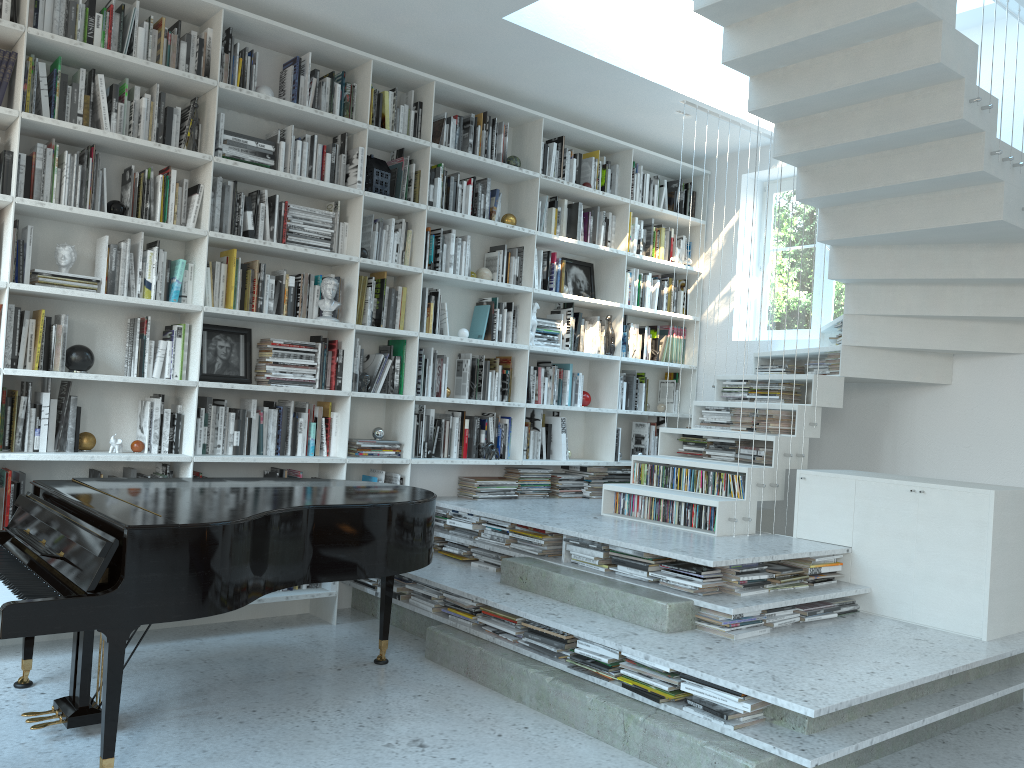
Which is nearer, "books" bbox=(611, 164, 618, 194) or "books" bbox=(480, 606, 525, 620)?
"books" bbox=(480, 606, 525, 620)

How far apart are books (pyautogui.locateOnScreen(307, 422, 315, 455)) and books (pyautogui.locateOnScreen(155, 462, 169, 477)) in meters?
0.8 m

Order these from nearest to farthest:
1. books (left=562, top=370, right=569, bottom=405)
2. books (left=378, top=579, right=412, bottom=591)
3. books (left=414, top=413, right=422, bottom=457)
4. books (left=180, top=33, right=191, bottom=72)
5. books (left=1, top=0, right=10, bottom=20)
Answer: books (left=1, top=0, right=10, bottom=20) < books (left=180, top=33, right=191, bottom=72) < books (left=378, top=579, right=412, bottom=591) < books (left=414, top=413, right=422, bottom=457) < books (left=562, top=370, right=569, bottom=405)

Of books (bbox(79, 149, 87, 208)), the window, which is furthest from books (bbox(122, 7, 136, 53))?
the window

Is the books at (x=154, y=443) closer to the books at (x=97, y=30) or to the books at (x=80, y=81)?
the books at (x=80, y=81)

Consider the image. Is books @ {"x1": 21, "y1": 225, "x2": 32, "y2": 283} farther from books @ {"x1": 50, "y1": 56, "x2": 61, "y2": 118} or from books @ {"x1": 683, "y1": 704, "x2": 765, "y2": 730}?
books @ {"x1": 683, "y1": 704, "x2": 765, "y2": 730}

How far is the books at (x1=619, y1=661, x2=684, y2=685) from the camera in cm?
327

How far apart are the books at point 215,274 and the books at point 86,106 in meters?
0.9 m

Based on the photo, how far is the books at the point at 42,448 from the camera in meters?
4.0

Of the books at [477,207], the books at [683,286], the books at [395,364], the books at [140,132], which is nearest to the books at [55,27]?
the books at [140,132]
